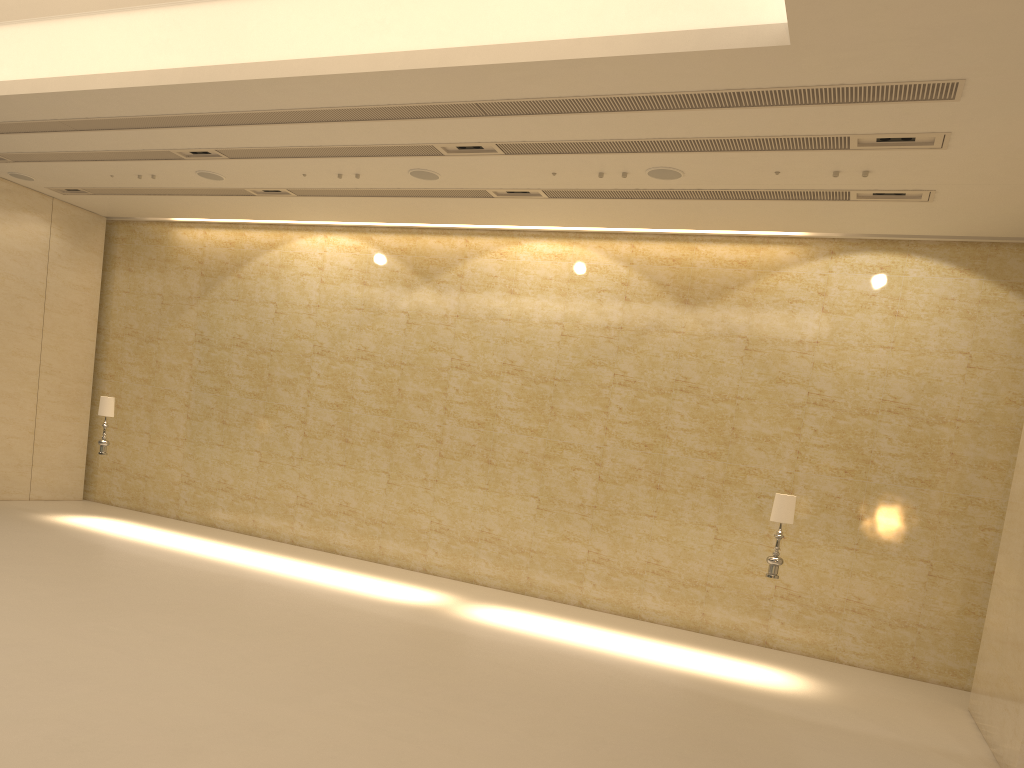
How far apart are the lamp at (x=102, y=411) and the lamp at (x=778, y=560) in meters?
11.0

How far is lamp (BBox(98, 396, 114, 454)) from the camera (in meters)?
14.86

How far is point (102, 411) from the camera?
14.9 meters

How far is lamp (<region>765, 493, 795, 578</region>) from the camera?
10.7m

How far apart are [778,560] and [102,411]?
11.18m

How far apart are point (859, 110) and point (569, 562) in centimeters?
803cm

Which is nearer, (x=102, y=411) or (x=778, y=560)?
(x=778, y=560)

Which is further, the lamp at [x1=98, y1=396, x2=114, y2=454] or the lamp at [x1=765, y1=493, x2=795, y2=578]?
the lamp at [x1=98, y1=396, x2=114, y2=454]

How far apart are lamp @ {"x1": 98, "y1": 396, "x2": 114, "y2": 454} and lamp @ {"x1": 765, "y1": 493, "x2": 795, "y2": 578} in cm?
1096
